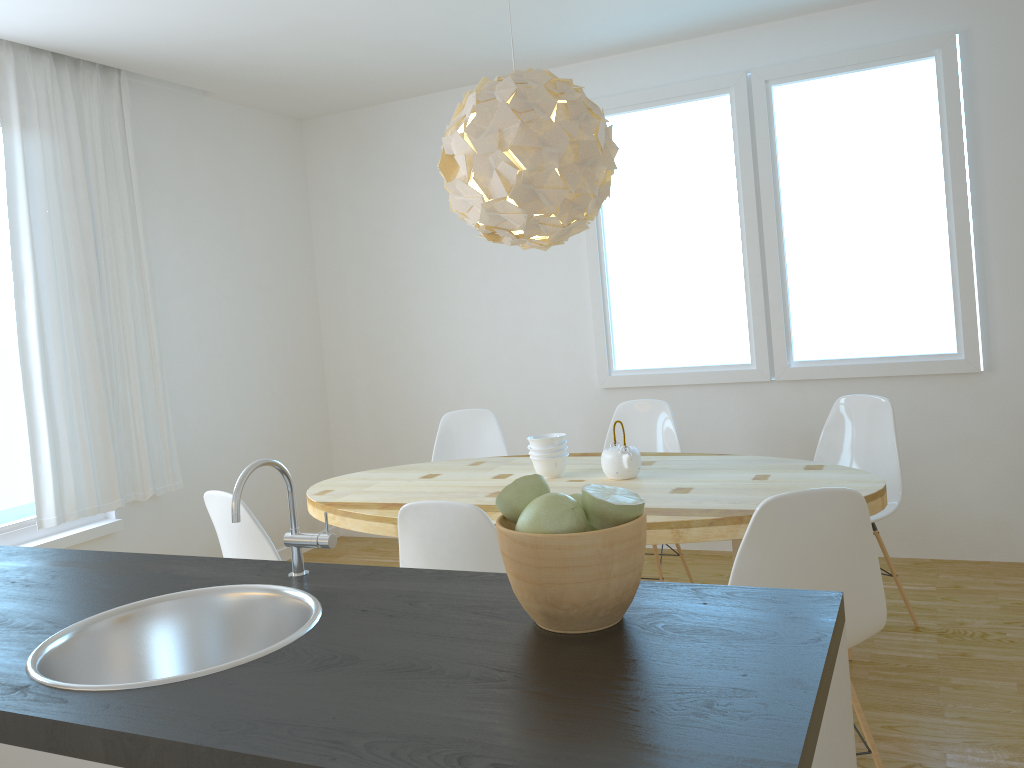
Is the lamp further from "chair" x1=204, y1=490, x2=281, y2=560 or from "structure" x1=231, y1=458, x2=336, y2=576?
"structure" x1=231, y1=458, x2=336, y2=576

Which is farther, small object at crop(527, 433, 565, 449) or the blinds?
the blinds

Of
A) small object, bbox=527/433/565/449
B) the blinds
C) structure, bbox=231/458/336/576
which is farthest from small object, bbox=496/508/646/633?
the blinds

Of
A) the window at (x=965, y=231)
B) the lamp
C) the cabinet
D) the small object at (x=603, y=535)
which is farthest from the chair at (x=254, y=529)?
the window at (x=965, y=231)

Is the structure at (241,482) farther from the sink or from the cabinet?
the cabinet

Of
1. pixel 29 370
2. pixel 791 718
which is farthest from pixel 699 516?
pixel 29 370

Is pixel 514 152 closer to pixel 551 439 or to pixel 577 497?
pixel 551 439

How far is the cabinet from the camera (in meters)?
0.98

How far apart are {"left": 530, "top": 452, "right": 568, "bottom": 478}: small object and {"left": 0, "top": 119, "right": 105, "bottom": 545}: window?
2.3m

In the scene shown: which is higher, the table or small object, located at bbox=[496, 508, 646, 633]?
small object, located at bbox=[496, 508, 646, 633]
